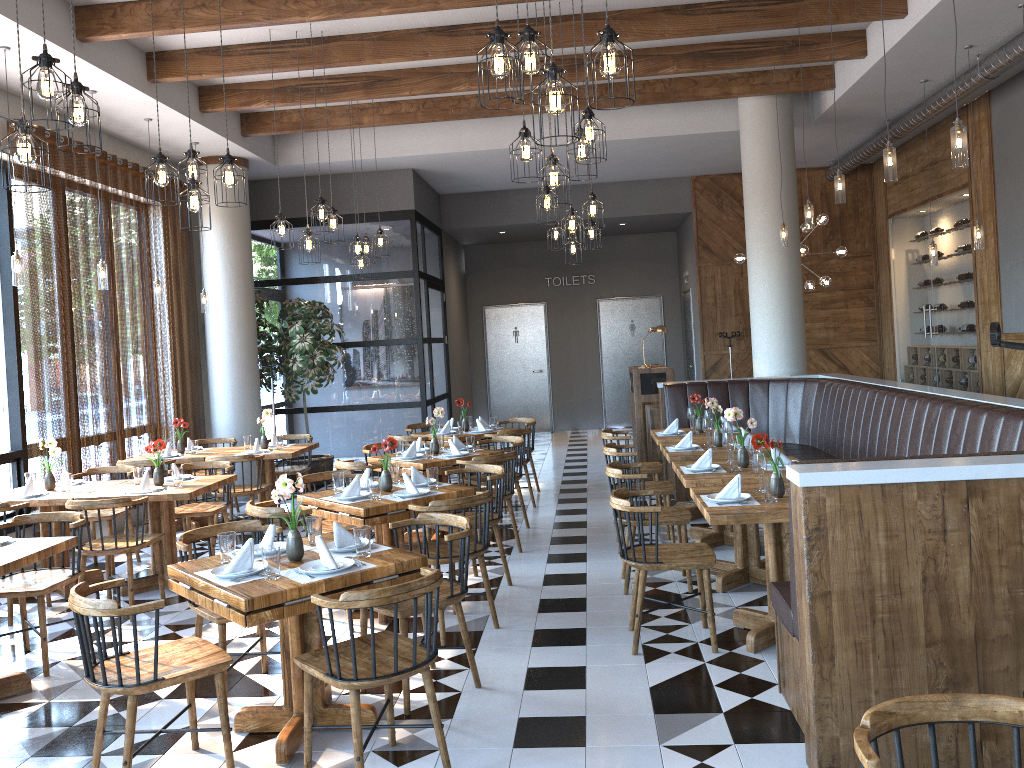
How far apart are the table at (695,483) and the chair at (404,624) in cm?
169

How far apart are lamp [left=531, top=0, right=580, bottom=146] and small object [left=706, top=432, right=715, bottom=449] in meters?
4.0 m

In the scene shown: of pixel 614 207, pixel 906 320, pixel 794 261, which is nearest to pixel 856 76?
pixel 794 261

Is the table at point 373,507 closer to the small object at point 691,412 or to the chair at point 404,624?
the chair at point 404,624

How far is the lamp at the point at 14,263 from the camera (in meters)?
6.50

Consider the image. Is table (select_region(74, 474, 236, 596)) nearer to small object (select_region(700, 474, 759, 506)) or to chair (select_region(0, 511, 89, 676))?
chair (select_region(0, 511, 89, 676))

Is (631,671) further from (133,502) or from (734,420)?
(133,502)

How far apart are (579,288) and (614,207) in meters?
2.8 m

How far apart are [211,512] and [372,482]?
2.3m

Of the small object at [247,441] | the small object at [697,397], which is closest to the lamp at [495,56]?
the small object at [697,397]
